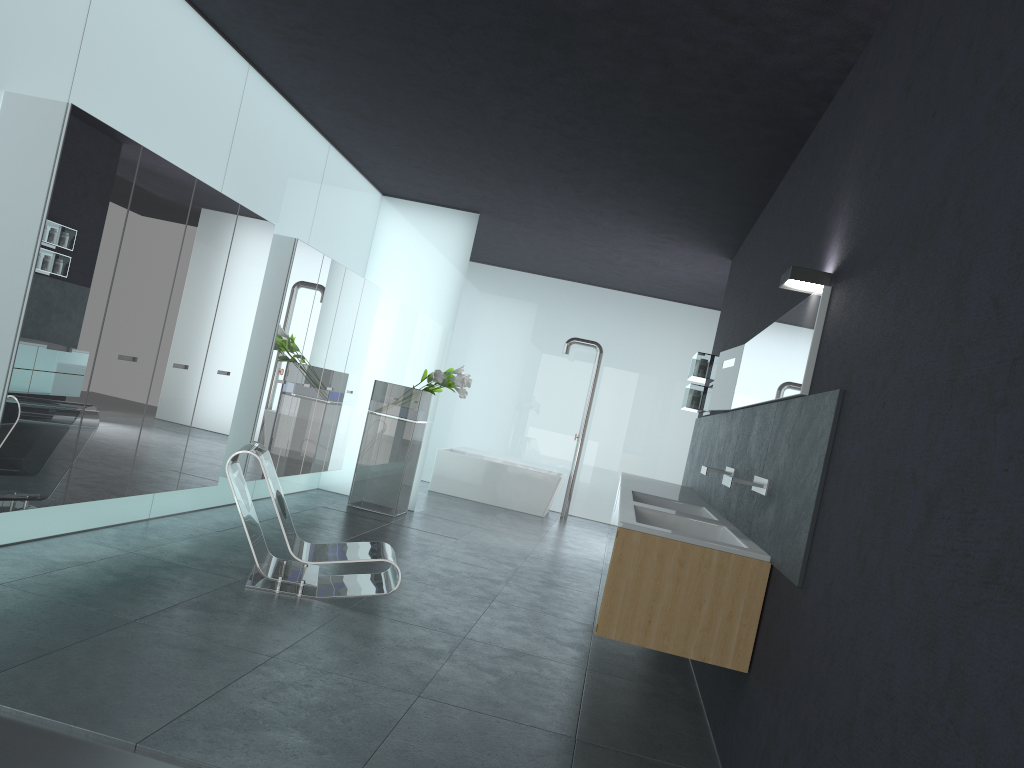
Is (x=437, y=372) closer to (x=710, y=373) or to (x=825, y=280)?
(x=710, y=373)

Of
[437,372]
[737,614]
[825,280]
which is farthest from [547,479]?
[825,280]

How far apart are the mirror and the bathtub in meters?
5.8 m

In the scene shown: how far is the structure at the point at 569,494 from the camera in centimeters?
1375cm

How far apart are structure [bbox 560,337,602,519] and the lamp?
9.3 meters

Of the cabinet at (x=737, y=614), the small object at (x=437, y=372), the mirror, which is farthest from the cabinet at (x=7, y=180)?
the mirror

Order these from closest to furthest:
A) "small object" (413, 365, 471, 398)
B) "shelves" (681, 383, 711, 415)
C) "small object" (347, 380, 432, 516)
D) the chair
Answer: the chair → "shelves" (681, 383, 711, 415) → "small object" (413, 365, 471, 398) → "small object" (347, 380, 432, 516)

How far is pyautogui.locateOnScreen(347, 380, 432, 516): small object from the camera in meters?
10.2 m

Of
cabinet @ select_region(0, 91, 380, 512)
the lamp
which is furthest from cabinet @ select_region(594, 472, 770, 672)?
cabinet @ select_region(0, 91, 380, 512)

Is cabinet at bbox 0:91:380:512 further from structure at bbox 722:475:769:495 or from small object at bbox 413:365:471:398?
structure at bbox 722:475:769:495
